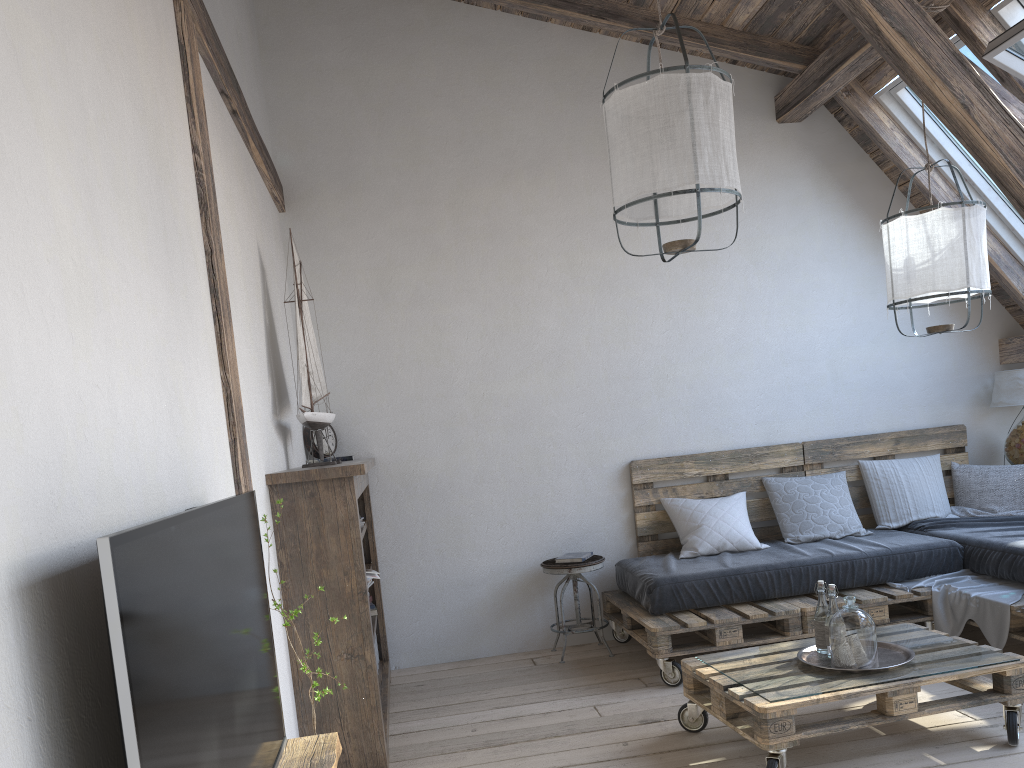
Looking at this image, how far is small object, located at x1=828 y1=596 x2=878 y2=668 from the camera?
2.9 meters

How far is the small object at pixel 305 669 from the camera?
2.36m

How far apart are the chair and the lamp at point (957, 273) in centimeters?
188cm

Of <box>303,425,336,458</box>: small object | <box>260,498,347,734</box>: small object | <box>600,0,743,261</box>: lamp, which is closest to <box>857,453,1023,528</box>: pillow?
<box>600,0,743,261</box>: lamp

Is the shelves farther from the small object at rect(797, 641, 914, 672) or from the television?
the small object at rect(797, 641, 914, 672)

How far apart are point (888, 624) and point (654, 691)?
1.1m

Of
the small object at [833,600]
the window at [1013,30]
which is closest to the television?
the small object at [833,600]

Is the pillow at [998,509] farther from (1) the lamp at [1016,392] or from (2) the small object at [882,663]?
(2) the small object at [882,663]

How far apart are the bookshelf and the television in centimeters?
103cm

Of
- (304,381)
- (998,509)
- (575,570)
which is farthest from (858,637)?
(998,509)
